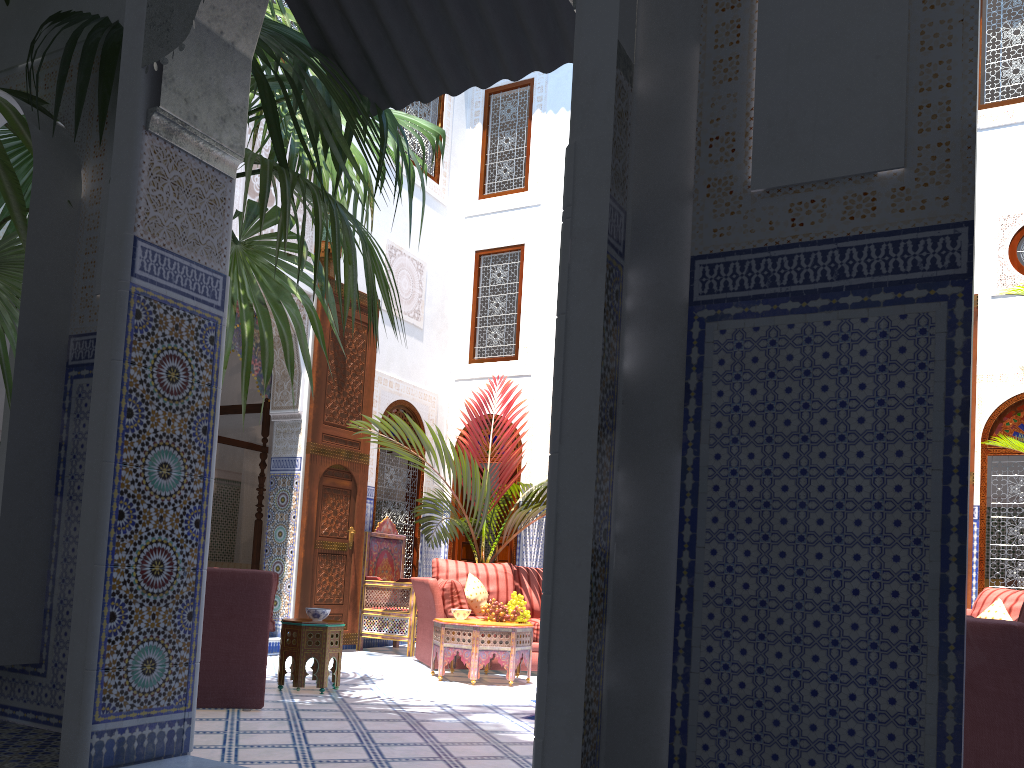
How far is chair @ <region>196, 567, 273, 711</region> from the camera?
3.21m

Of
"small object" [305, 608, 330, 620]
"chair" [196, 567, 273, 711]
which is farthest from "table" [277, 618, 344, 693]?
"chair" [196, 567, 273, 711]

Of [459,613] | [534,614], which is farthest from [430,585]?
[534,614]

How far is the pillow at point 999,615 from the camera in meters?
4.3

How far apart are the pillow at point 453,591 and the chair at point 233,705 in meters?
1.9 m

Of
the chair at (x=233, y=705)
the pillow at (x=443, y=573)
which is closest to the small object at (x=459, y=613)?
the pillow at (x=443, y=573)

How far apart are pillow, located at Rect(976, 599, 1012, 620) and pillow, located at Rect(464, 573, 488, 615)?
2.7m

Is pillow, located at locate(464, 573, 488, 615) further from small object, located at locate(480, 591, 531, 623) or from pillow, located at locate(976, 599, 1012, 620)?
pillow, located at locate(976, 599, 1012, 620)

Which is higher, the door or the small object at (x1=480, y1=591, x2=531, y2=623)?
the door

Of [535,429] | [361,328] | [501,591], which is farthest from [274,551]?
[535,429]
